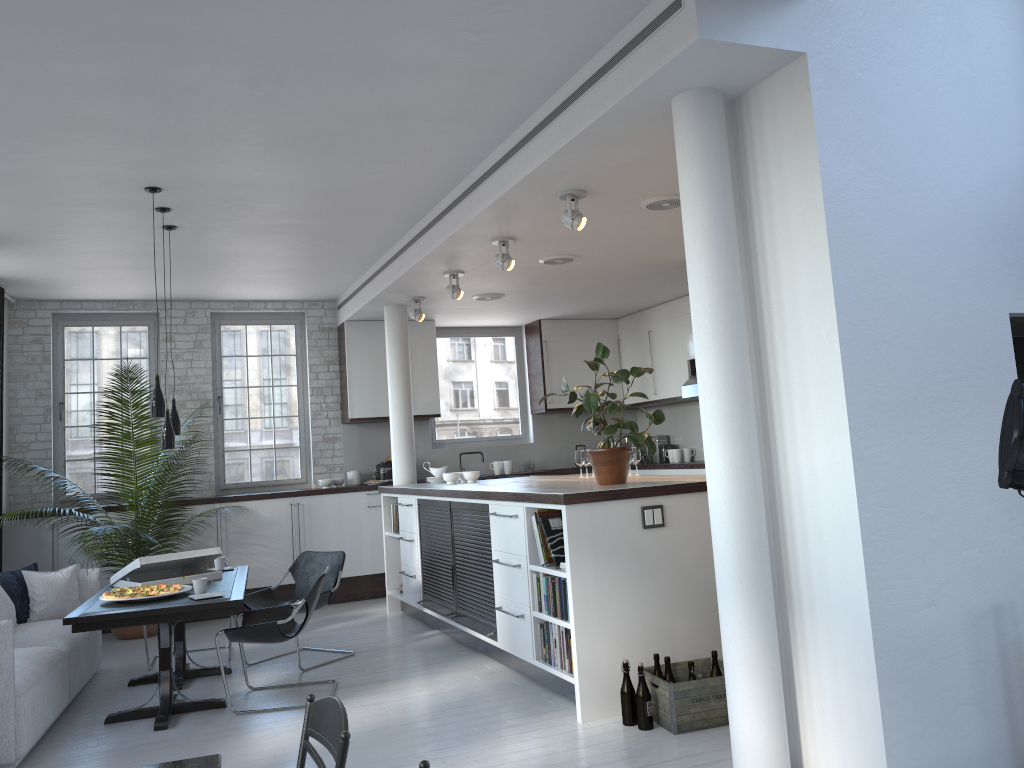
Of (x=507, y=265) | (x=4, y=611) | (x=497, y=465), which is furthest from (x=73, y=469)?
(x=507, y=265)

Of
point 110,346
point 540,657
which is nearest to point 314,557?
point 540,657

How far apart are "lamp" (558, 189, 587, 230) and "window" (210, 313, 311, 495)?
5.39m

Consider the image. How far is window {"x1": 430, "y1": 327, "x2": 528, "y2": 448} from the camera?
10.7 meters

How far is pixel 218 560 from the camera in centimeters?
Result: 676cm

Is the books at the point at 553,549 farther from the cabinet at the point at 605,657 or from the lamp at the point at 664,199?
the lamp at the point at 664,199

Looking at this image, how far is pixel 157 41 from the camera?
3.79m

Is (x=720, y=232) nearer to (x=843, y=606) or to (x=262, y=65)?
(x=843, y=606)

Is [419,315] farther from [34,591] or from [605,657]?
[605,657]

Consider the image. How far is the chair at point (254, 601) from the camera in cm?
675
